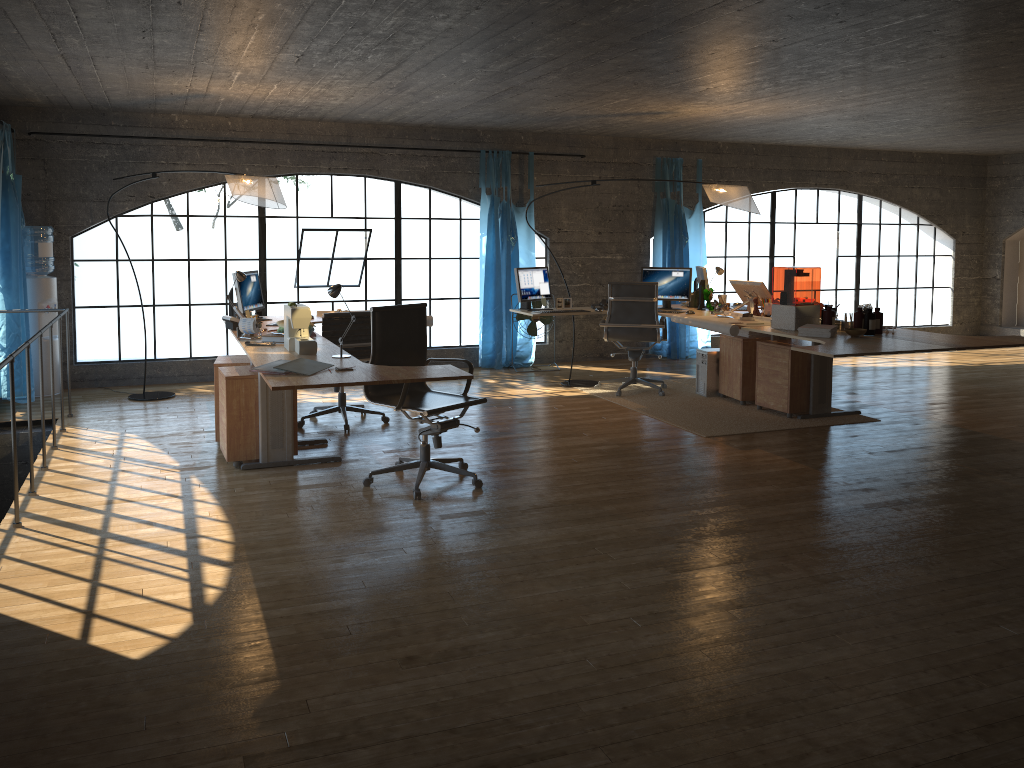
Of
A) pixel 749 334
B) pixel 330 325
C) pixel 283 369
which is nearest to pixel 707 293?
pixel 749 334

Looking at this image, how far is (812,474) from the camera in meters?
5.4 m

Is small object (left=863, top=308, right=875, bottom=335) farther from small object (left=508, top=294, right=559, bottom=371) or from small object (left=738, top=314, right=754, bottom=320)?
small object (left=508, top=294, right=559, bottom=371)

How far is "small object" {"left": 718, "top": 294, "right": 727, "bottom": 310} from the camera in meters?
7.9 m

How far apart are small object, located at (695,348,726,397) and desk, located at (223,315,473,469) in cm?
332

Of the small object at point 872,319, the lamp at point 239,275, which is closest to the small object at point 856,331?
the small object at point 872,319

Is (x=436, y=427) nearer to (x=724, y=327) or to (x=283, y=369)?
A: (x=283, y=369)

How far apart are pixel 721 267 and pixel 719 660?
11.04m

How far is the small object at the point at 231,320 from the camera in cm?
621

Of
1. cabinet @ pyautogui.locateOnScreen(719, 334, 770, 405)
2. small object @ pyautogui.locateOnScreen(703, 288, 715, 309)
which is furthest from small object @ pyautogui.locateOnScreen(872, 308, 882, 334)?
small object @ pyautogui.locateOnScreen(703, 288, 715, 309)
